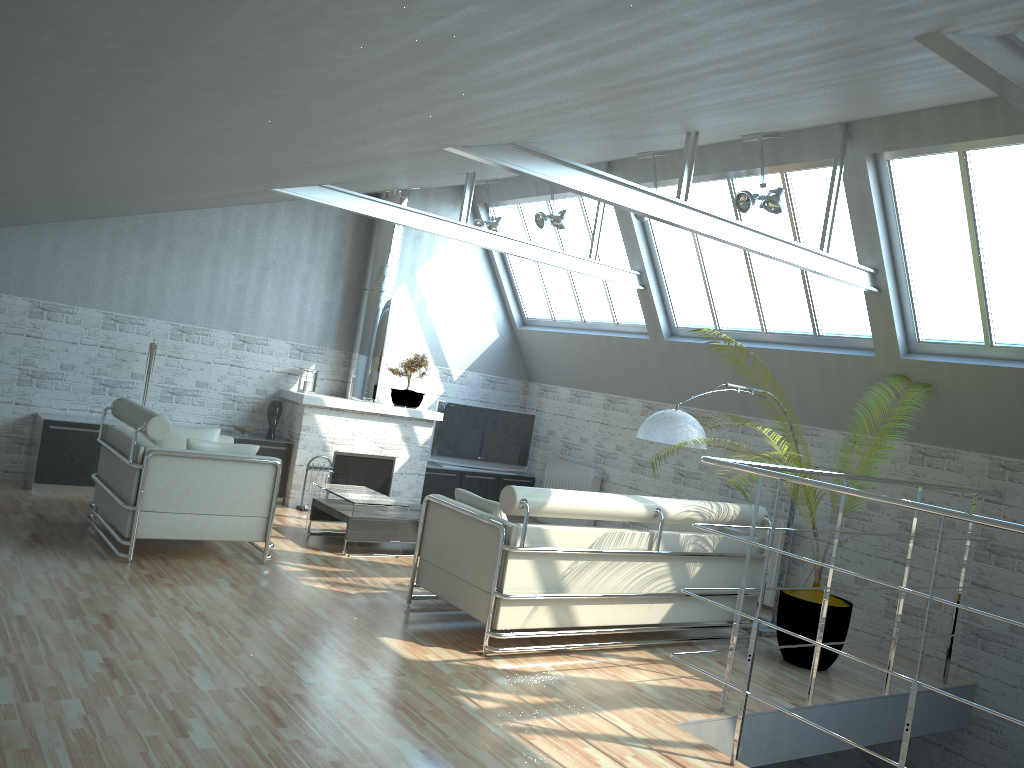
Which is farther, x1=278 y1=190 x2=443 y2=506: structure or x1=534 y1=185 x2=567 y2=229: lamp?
x1=278 y1=190 x2=443 y2=506: structure

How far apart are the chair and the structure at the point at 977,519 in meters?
6.6

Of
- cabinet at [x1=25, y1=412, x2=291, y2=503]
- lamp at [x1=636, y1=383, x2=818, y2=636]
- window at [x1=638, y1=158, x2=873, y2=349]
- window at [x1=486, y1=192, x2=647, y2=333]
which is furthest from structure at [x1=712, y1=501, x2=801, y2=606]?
cabinet at [x1=25, y1=412, x2=291, y2=503]

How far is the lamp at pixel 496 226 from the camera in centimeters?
1863cm

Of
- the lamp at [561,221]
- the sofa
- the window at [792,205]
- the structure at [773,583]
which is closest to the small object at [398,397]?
the lamp at [561,221]

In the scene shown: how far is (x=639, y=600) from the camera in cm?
1168

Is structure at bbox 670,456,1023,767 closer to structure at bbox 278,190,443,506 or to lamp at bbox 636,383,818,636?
lamp at bbox 636,383,818,636

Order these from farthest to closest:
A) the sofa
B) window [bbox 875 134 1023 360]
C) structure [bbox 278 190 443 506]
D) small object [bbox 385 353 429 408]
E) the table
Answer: small object [bbox 385 353 429 408], structure [bbox 278 190 443 506], the table, window [bbox 875 134 1023 360], the sofa

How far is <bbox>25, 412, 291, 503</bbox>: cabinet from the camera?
15.45m

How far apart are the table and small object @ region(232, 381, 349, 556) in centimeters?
276cm
